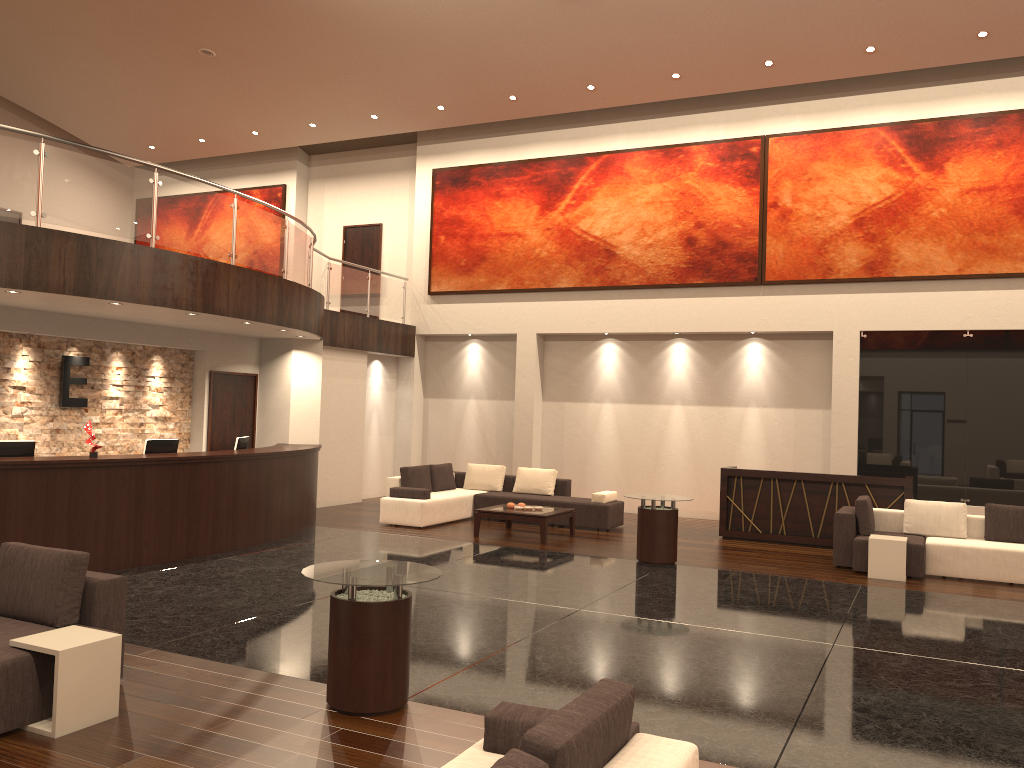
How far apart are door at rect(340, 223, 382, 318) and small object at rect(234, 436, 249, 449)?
7.6 meters

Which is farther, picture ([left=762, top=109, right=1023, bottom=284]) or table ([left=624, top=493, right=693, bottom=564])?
picture ([left=762, top=109, right=1023, bottom=284])

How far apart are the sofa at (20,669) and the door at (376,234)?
13.6m

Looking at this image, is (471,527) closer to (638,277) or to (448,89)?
(638,277)

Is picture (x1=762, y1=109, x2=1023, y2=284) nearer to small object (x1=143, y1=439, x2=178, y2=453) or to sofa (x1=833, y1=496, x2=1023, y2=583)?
sofa (x1=833, y1=496, x2=1023, y2=583)

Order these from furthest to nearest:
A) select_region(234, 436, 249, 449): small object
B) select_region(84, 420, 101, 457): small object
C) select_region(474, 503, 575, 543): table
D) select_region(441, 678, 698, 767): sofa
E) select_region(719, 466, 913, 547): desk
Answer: select_region(719, 466, 913, 547): desk, select_region(474, 503, 575, 543): table, select_region(234, 436, 249, 449): small object, select_region(84, 420, 101, 457): small object, select_region(441, 678, 698, 767): sofa

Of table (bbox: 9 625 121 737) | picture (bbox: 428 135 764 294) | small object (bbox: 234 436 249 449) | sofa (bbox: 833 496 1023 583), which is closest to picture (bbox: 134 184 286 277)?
picture (bbox: 428 135 764 294)

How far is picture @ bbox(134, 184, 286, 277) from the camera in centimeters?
1937cm

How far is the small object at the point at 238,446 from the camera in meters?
11.7 m

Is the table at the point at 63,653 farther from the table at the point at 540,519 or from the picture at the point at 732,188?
the picture at the point at 732,188
